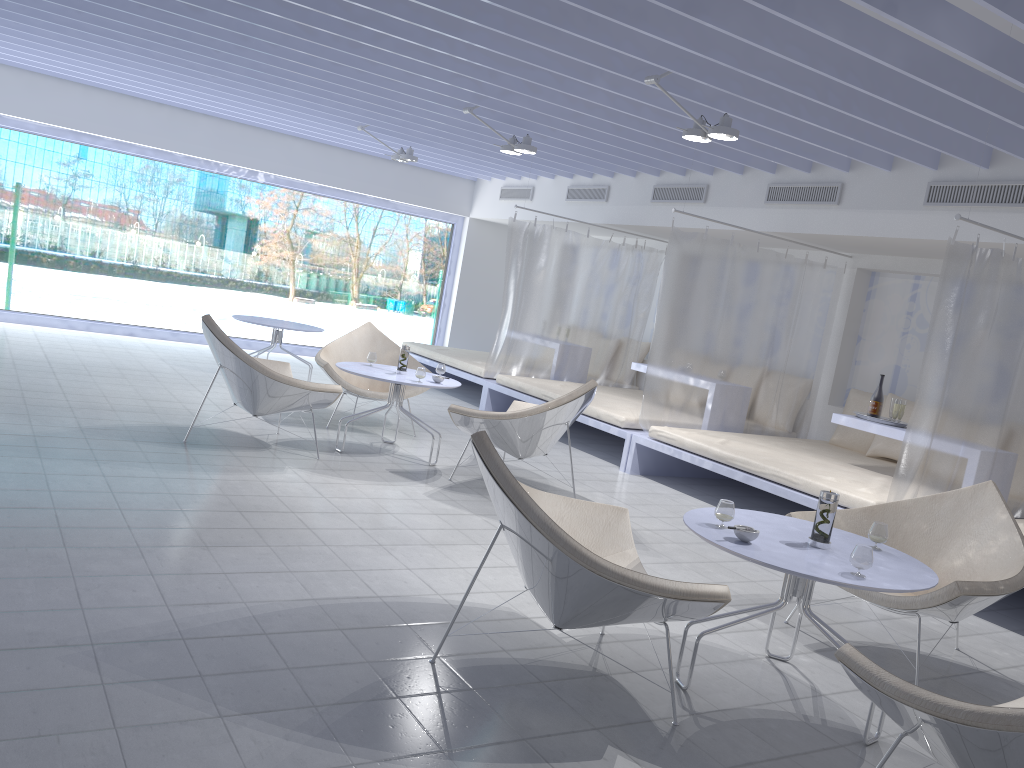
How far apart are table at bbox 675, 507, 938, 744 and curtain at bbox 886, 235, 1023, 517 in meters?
1.8

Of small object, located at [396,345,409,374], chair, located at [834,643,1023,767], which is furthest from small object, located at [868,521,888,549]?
small object, located at [396,345,409,374]

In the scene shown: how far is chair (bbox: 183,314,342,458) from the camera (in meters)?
5.00

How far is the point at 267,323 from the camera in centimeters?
781cm

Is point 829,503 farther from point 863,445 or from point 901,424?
point 863,445

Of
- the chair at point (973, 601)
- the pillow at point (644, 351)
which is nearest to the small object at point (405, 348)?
the chair at point (973, 601)

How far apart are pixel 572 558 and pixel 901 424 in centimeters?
414cm

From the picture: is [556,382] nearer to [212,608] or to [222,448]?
[222,448]

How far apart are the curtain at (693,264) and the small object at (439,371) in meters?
1.6 m

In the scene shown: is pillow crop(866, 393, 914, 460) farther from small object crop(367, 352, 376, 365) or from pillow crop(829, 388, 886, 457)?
small object crop(367, 352, 376, 365)
